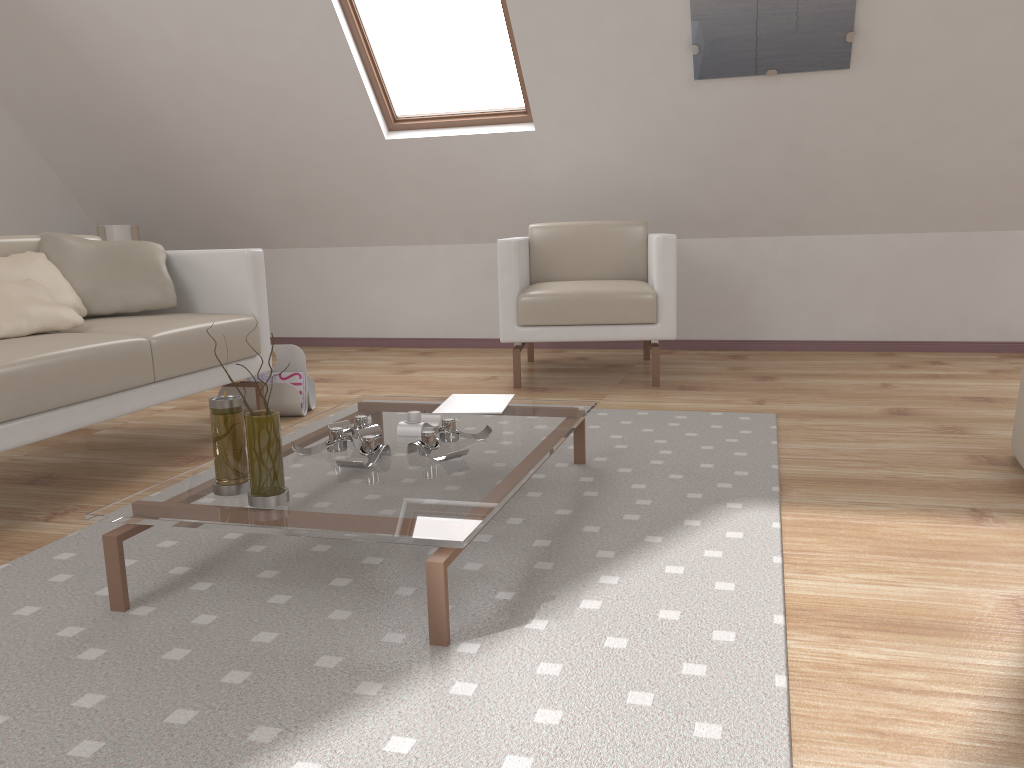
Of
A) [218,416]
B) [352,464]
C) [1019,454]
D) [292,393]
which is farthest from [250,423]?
[1019,454]

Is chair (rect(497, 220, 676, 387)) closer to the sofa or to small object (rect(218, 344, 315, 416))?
small object (rect(218, 344, 315, 416))

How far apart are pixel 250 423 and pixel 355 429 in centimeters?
53cm

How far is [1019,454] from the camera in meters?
2.4 m

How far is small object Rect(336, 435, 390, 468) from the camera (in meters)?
1.85

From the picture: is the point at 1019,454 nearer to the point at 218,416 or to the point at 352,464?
the point at 352,464

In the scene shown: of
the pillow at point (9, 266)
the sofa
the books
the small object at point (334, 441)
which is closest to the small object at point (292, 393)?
the sofa

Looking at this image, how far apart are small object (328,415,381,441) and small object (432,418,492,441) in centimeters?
17cm

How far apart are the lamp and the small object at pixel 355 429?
3.49m

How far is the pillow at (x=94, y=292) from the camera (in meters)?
2.90
